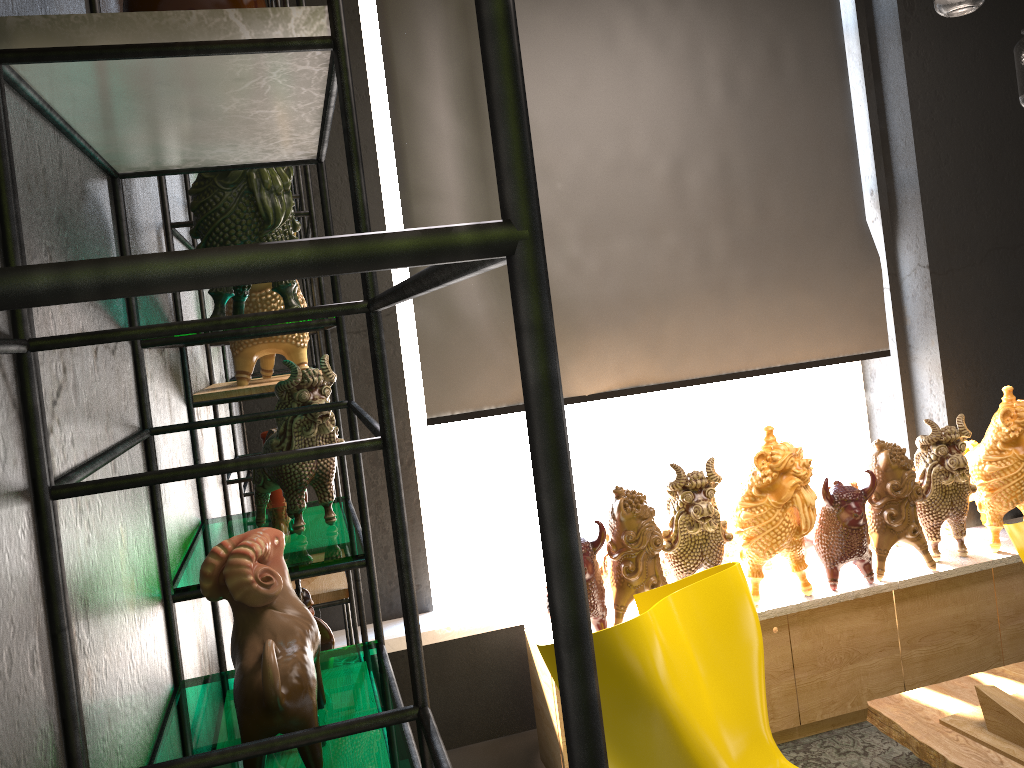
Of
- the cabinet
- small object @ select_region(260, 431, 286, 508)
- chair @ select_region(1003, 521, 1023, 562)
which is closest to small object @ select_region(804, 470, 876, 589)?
the cabinet

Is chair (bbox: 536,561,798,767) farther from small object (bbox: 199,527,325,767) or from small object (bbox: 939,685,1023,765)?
small object (bbox: 199,527,325,767)

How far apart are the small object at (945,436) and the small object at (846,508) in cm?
31

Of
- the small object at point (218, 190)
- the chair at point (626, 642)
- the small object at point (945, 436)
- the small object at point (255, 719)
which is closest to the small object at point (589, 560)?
the chair at point (626, 642)

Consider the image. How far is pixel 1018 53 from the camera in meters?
2.5 m

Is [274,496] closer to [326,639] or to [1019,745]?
[326,639]

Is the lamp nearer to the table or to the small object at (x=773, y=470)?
the small object at (x=773, y=470)

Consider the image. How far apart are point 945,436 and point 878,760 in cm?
122

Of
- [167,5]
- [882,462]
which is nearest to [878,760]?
[882,462]

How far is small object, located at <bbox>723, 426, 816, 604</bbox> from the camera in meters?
3.2
